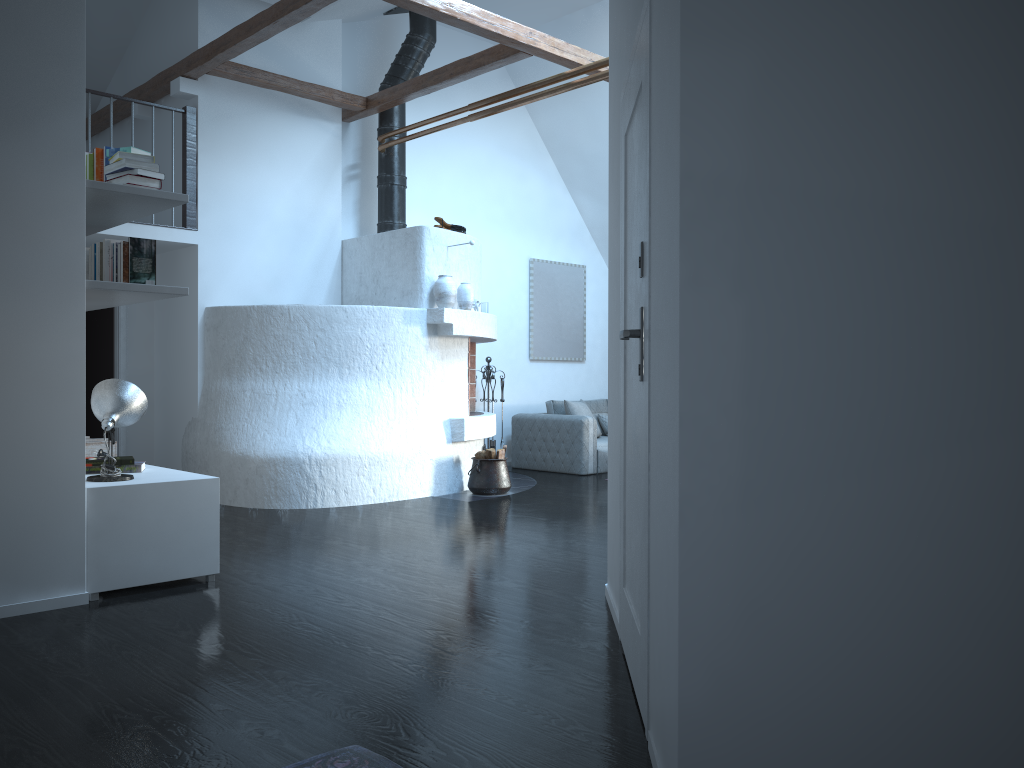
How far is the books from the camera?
4.1 meters

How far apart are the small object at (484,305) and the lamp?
5.0 meters

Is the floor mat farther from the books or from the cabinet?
the books

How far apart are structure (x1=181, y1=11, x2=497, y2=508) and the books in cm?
215

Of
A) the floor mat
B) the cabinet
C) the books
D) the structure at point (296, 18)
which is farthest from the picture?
the floor mat

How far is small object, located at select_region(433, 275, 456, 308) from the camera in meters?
7.5

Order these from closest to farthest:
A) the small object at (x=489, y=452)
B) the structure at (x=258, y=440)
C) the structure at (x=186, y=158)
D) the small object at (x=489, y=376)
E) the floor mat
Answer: the floor mat
the structure at (x=258, y=440)
the structure at (x=186, y=158)
the small object at (x=489, y=452)
the small object at (x=489, y=376)

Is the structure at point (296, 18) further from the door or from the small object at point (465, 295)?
the door

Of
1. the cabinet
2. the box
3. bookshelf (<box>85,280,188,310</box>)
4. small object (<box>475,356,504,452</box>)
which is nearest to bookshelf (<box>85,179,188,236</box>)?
bookshelf (<box>85,280,188,310</box>)

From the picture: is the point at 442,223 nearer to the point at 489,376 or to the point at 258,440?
the point at 489,376
